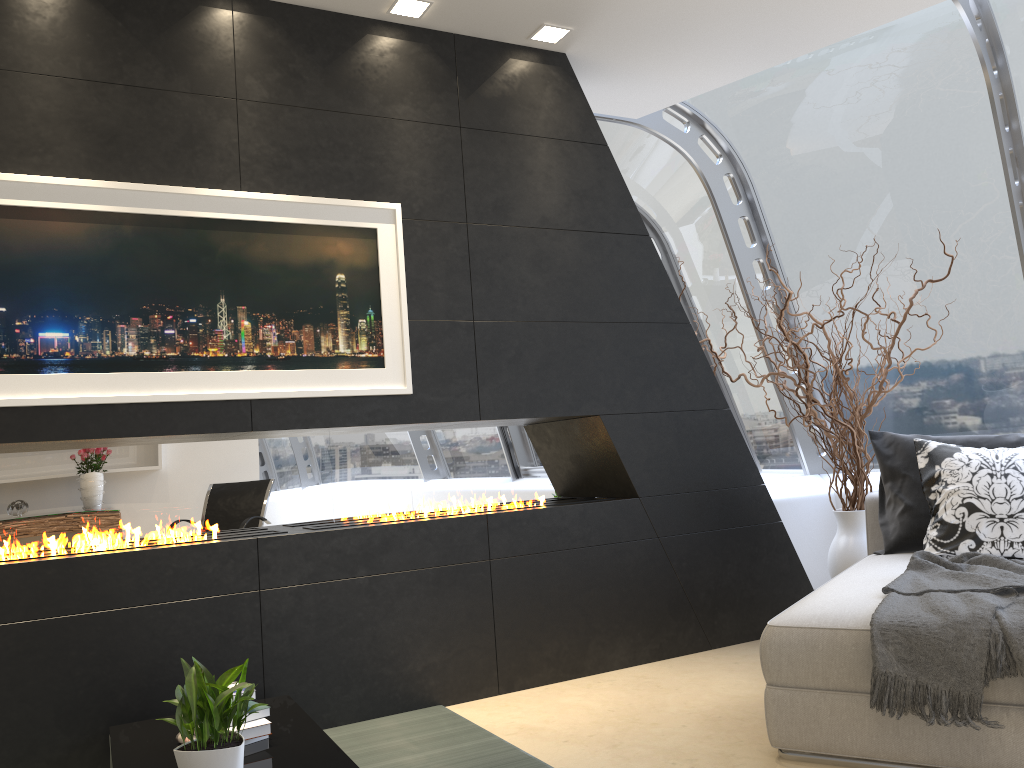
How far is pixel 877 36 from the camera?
4.9m

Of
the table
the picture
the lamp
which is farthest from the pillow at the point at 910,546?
the table

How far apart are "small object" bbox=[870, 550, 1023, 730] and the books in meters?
1.8 m

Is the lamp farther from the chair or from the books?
the books

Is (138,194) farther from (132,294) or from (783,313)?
(783,313)

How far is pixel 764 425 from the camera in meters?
5.8 m

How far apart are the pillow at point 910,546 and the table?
2.6 meters

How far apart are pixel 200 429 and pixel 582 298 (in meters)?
1.81

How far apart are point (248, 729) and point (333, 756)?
0.30m

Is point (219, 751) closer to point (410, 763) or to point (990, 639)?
point (410, 763)
